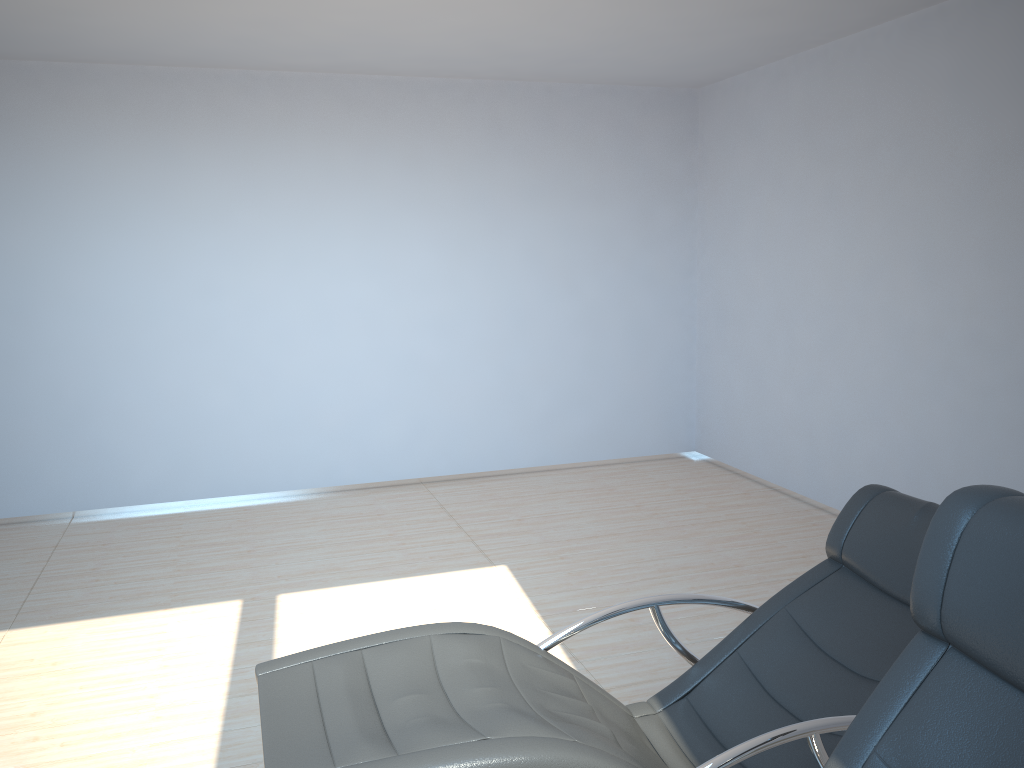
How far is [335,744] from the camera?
1.9 meters

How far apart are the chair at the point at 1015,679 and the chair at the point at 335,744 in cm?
29

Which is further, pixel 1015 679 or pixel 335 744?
pixel 335 744

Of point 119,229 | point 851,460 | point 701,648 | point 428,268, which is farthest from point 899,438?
point 119,229

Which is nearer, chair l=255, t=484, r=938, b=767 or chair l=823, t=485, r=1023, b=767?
chair l=823, t=485, r=1023, b=767

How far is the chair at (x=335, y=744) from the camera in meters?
1.9 m

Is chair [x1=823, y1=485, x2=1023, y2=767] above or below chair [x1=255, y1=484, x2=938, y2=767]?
above

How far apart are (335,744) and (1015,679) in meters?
1.3 m

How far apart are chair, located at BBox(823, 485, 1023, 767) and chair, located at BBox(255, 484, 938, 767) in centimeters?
29cm

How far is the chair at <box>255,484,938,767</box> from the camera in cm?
187
